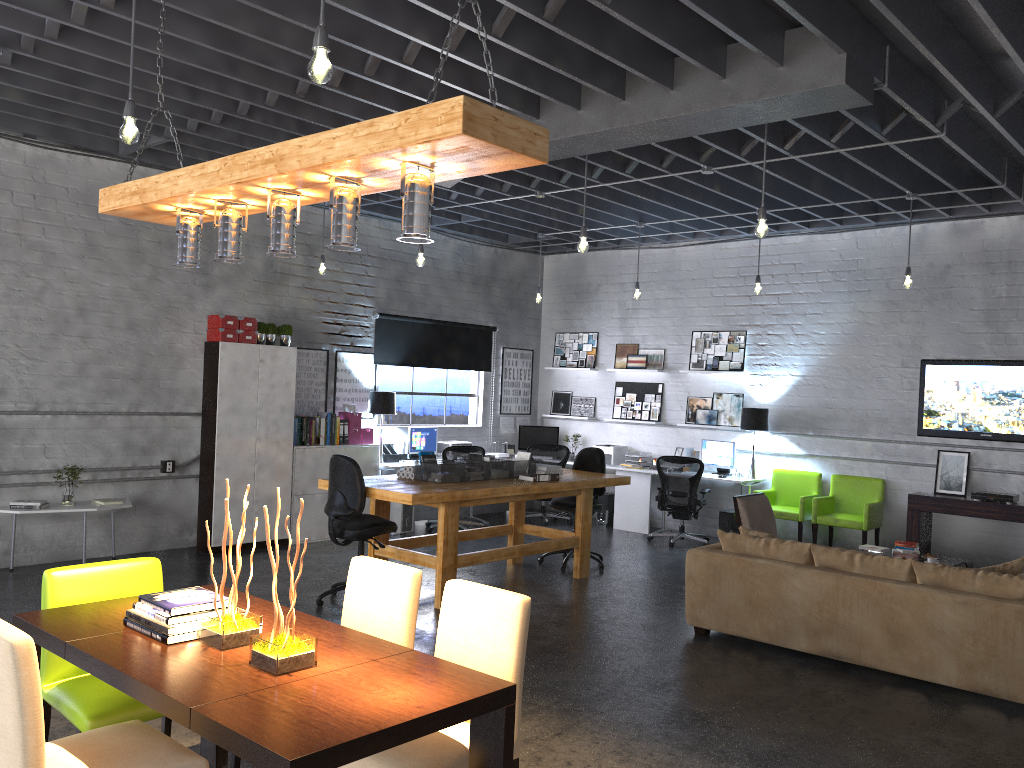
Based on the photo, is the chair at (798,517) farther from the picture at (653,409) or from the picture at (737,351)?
the picture at (653,409)

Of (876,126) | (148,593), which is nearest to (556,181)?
(876,126)

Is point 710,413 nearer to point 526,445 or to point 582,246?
point 526,445

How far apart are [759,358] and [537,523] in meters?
3.5 m

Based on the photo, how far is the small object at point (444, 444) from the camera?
11.2 meters

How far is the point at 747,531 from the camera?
6.54m

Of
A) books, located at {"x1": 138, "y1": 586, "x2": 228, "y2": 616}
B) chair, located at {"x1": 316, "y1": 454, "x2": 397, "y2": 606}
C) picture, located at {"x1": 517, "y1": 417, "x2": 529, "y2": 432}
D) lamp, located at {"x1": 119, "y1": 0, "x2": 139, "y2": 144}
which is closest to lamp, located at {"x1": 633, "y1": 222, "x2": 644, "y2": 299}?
picture, located at {"x1": 517, "y1": 417, "x2": 529, "y2": 432}

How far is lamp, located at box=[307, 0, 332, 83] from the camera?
3.20m

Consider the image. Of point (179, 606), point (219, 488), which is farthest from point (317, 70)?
point (219, 488)

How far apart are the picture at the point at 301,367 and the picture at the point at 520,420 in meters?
3.4 m
